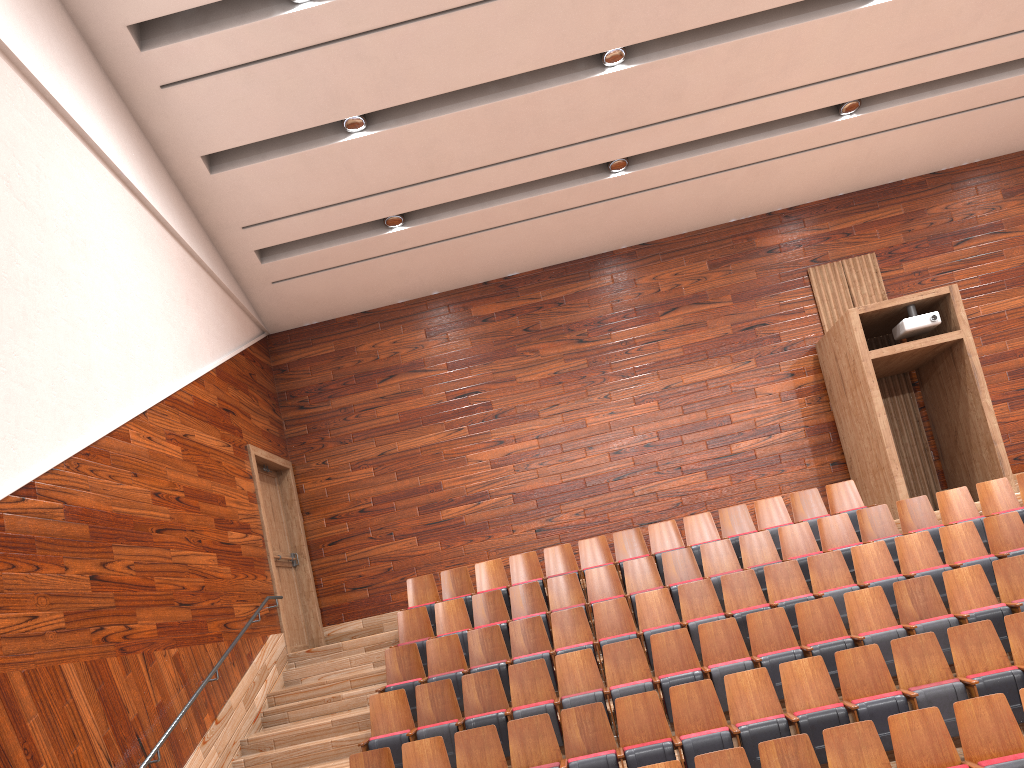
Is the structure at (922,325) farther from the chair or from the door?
the door

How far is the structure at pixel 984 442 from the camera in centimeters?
93cm

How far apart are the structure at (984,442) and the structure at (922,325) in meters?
0.0 m

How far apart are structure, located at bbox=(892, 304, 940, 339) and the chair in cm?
18

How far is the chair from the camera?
0.55m

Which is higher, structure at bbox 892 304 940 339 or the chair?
structure at bbox 892 304 940 339

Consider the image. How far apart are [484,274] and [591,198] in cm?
18

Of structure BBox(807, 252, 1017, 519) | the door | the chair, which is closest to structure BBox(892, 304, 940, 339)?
structure BBox(807, 252, 1017, 519)

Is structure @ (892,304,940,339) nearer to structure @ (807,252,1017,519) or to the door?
structure @ (807,252,1017,519)

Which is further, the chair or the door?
the door
